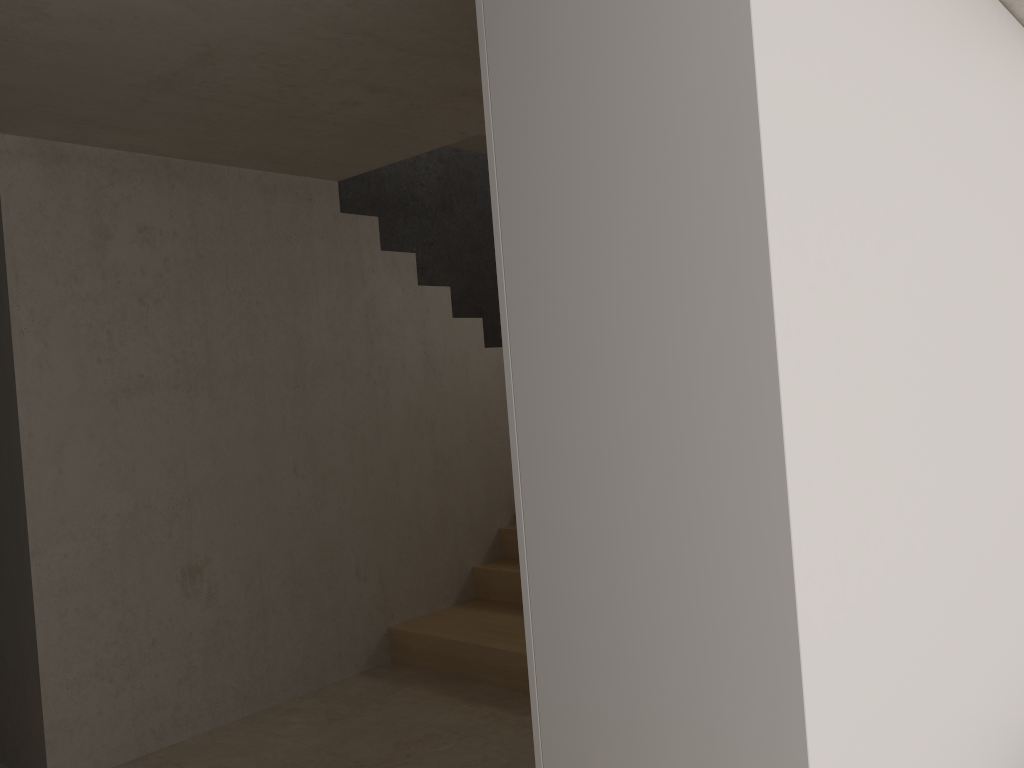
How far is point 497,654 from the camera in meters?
4.1

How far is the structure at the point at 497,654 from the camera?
4.1 meters

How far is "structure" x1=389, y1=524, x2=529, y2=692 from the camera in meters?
4.1 m

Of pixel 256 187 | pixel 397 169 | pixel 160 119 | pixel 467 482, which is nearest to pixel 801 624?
pixel 160 119
